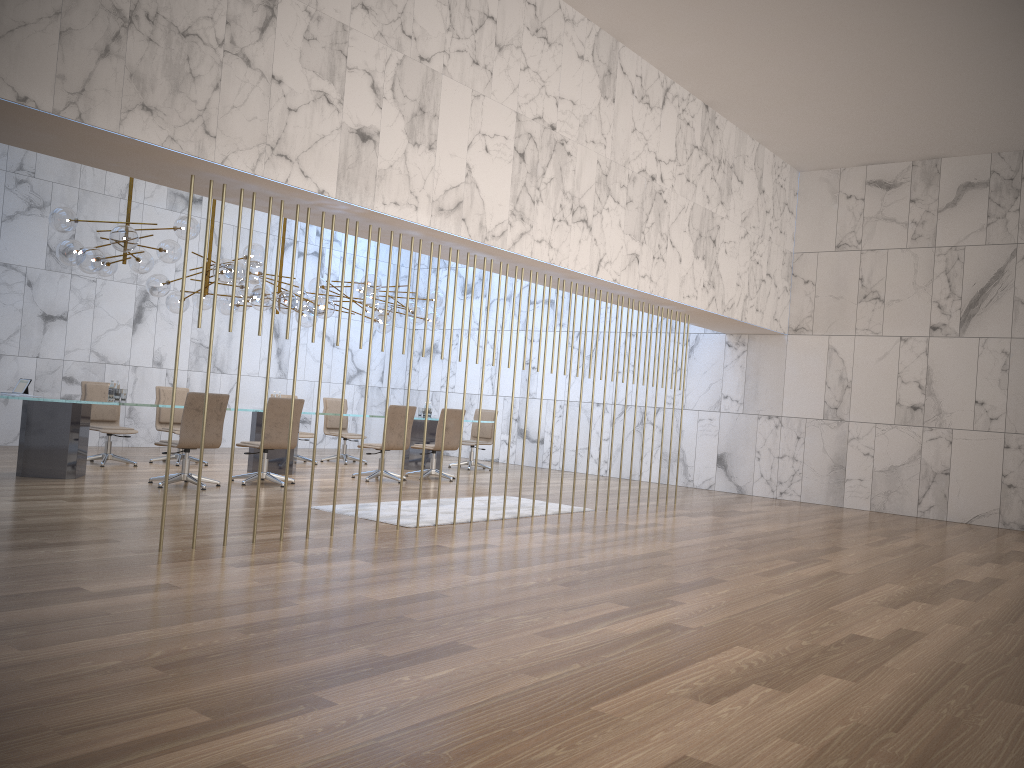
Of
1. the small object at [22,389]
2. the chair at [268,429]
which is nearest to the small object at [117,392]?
the small object at [22,389]

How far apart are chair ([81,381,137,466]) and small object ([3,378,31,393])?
1.60m

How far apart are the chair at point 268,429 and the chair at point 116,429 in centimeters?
190cm

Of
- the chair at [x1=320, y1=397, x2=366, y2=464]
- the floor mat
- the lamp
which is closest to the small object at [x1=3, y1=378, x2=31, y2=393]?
the lamp

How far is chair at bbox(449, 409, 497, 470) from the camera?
14.8m

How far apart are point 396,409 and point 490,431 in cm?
368

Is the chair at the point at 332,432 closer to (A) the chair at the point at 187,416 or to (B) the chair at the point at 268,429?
(B) the chair at the point at 268,429

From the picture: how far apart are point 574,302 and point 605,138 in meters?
6.8 m

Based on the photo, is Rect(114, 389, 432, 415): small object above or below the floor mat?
above

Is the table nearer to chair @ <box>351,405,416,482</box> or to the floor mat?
chair @ <box>351,405,416,482</box>
